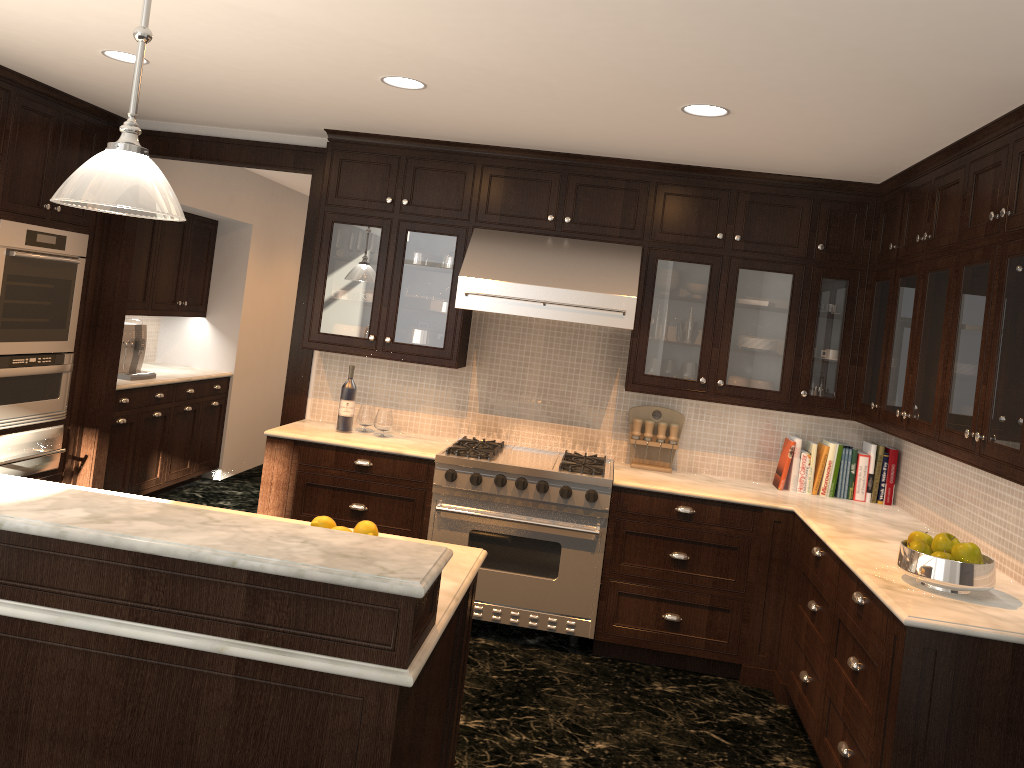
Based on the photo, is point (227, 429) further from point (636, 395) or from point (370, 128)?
point (636, 395)

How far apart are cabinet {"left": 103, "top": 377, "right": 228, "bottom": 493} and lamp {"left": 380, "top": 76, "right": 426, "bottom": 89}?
3.2 meters

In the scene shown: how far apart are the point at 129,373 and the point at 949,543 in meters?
5.2

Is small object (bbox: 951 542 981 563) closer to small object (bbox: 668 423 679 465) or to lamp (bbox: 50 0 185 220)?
small object (bbox: 668 423 679 465)

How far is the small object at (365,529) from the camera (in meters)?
2.66

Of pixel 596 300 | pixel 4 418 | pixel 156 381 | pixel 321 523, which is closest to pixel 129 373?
pixel 156 381

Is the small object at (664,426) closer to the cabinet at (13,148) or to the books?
the books

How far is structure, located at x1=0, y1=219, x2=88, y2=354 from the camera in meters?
4.6

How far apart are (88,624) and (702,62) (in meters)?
2.42

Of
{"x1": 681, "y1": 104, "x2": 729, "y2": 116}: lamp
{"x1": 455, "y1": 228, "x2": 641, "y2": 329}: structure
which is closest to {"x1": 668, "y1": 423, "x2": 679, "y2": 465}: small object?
{"x1": 455, "y1": 228, "x2": 641, "y2": 329}: structure
